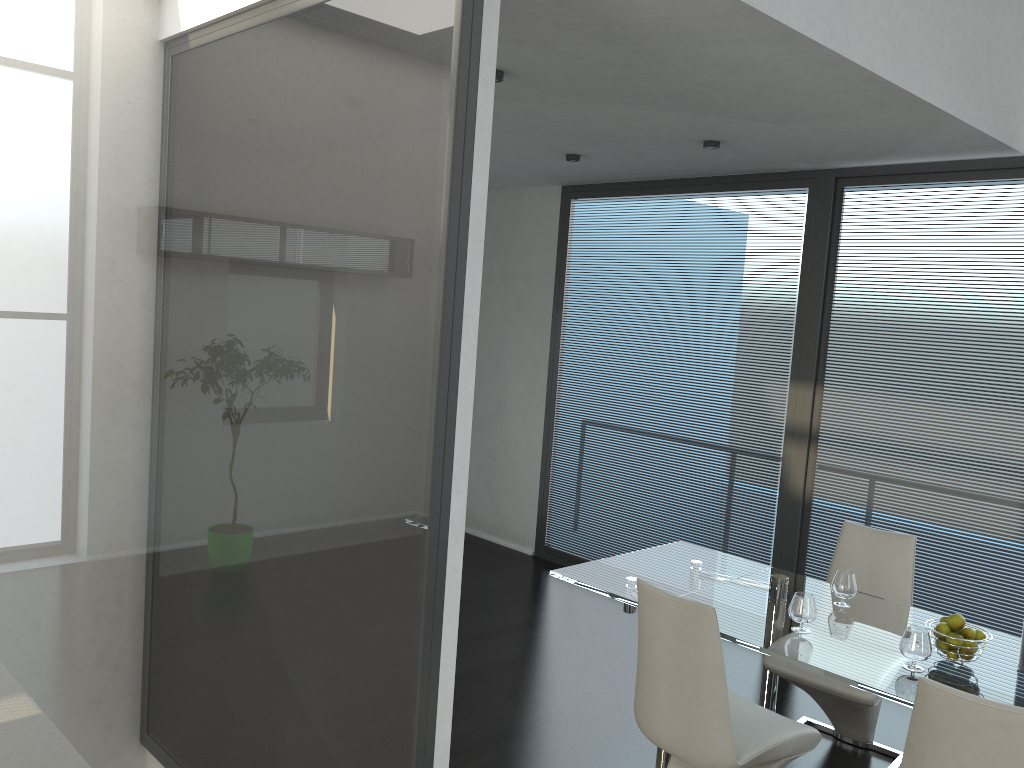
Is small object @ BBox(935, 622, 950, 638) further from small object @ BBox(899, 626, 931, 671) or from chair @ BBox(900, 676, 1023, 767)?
chair @ BBox(900, 676, 1023, 767)

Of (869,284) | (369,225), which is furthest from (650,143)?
(369,225)

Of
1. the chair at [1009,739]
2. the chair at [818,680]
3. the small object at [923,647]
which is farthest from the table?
the chair at [1009,739]

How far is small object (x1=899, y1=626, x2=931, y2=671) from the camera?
2.9m

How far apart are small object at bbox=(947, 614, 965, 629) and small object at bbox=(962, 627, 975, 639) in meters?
0.0 m

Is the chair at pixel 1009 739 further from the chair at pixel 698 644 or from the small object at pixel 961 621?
the small object at pixel 961 621

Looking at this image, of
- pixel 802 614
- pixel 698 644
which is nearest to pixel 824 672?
pixel 802 614

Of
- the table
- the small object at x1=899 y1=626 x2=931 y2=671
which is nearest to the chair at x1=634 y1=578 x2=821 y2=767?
the table

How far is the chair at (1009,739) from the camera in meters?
2.1 m

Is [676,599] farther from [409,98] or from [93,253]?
[93,253]
